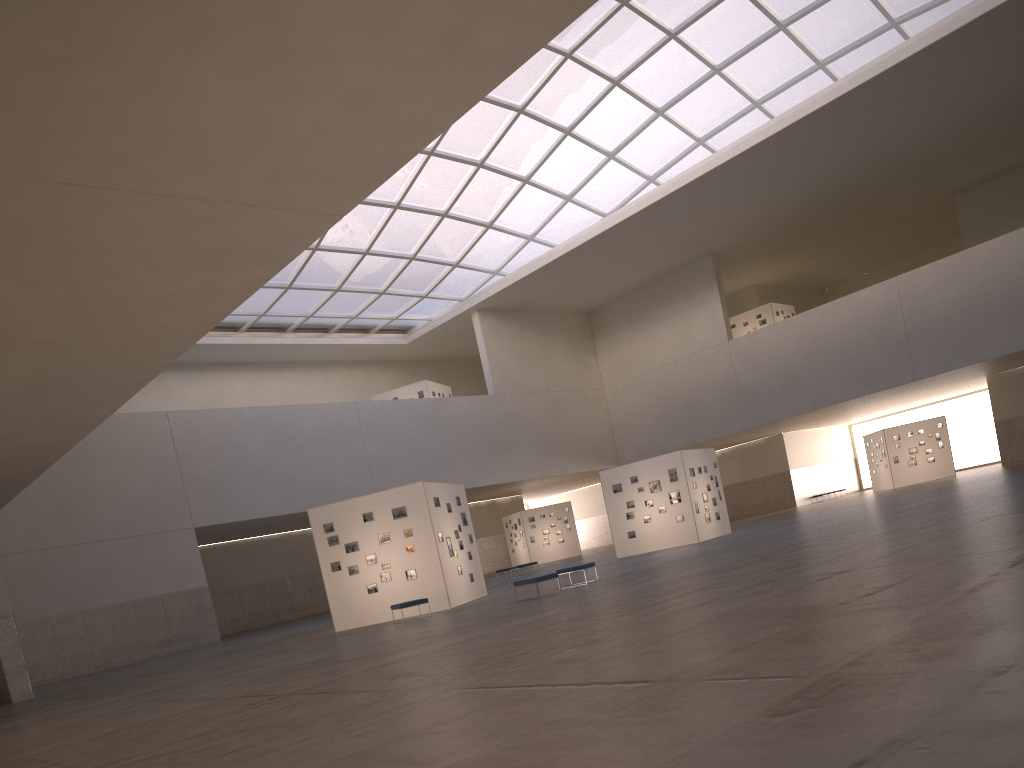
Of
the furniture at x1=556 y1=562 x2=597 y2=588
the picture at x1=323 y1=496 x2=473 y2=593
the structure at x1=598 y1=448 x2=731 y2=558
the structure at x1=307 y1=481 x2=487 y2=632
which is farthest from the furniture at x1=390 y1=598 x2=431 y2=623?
the structure at x1=598 y1=448 x2=731 y2=558

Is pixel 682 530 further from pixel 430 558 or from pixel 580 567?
pixel 430 558

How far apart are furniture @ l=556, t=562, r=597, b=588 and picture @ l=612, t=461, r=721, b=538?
16.0m

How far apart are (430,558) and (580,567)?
5.72m

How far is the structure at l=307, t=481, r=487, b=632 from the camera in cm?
2986

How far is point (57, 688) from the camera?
33.94m

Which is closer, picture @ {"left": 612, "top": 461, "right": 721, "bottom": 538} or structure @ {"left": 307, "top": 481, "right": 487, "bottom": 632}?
structure @ {"left": 307, "top": 481, "right": 487, "bottom": 632}

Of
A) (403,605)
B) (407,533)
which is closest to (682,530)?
(407,533)

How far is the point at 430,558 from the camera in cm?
2986

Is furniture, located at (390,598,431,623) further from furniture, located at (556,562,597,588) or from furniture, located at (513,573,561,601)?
furniture, located at (556,562,597,588)
